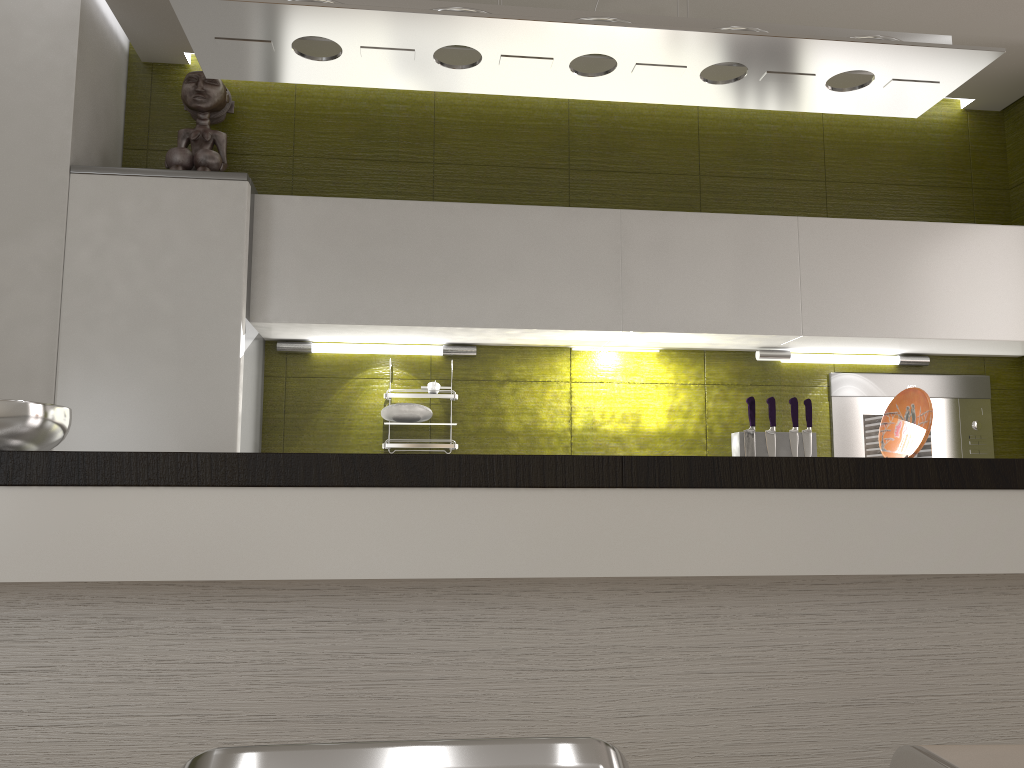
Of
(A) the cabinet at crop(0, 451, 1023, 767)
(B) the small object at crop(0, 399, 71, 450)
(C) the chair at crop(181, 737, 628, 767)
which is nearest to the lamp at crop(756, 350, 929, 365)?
(A) the cabinet at crop(0, 451, 1023, 767)

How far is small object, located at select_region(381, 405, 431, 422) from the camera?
3.1m

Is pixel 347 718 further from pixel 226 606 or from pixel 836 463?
pixel 836 463

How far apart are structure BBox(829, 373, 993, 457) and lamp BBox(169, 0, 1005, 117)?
1.46m

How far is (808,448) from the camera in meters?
3.2

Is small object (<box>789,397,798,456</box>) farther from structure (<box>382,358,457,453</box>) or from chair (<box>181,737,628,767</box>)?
chair (<box>181,737,628,767</box>)

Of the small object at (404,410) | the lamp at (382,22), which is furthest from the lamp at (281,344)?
the lamp at (382,22)

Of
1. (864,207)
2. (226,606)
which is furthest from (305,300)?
(864,207)

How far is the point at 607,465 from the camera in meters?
1.4 m

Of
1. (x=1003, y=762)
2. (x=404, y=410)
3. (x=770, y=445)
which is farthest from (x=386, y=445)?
(x=1003, y=762)
